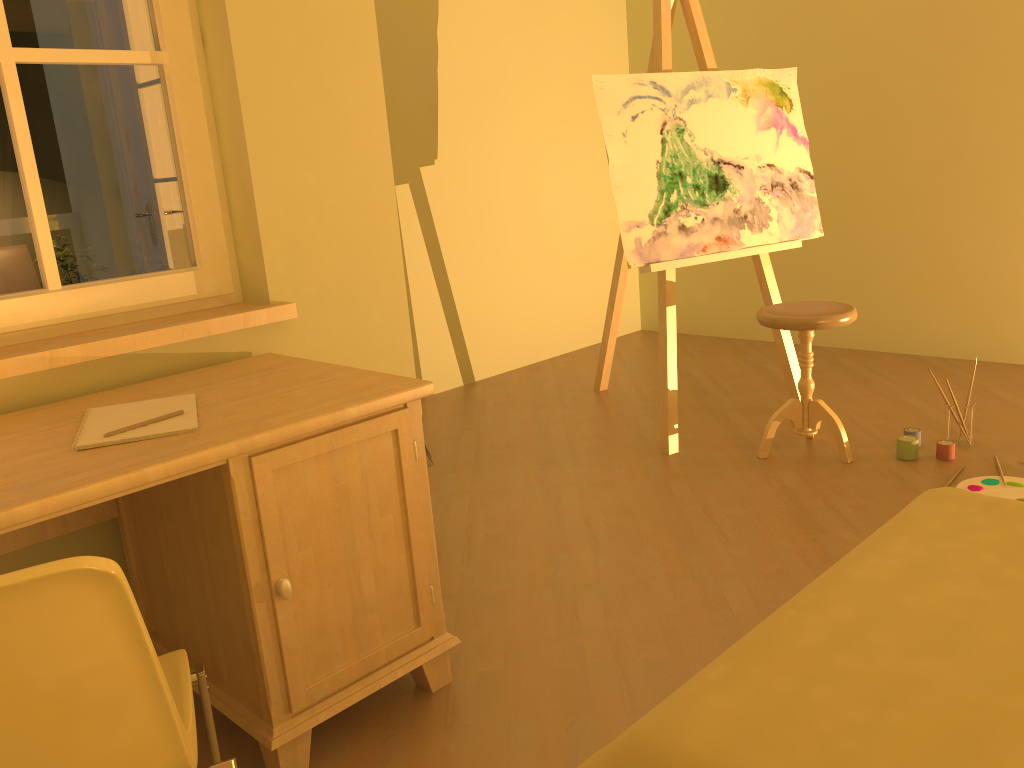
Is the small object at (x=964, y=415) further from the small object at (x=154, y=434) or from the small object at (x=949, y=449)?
the small object at (x=154, y=434)

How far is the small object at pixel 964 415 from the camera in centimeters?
324cm

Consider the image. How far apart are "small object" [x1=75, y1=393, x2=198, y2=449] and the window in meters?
0.4

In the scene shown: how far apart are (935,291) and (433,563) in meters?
3.5 m

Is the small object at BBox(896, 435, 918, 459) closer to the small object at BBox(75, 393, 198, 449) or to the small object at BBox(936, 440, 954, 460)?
the small object at BBox(936, 440, 954, 460)

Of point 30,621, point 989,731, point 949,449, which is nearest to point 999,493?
point 949,449

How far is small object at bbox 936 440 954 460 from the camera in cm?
314

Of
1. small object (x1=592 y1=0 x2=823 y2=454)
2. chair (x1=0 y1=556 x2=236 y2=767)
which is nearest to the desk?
chair (x1=0 y1=556 x2=236 y2=767)

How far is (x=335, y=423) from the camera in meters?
1.7

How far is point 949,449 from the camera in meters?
3.1
